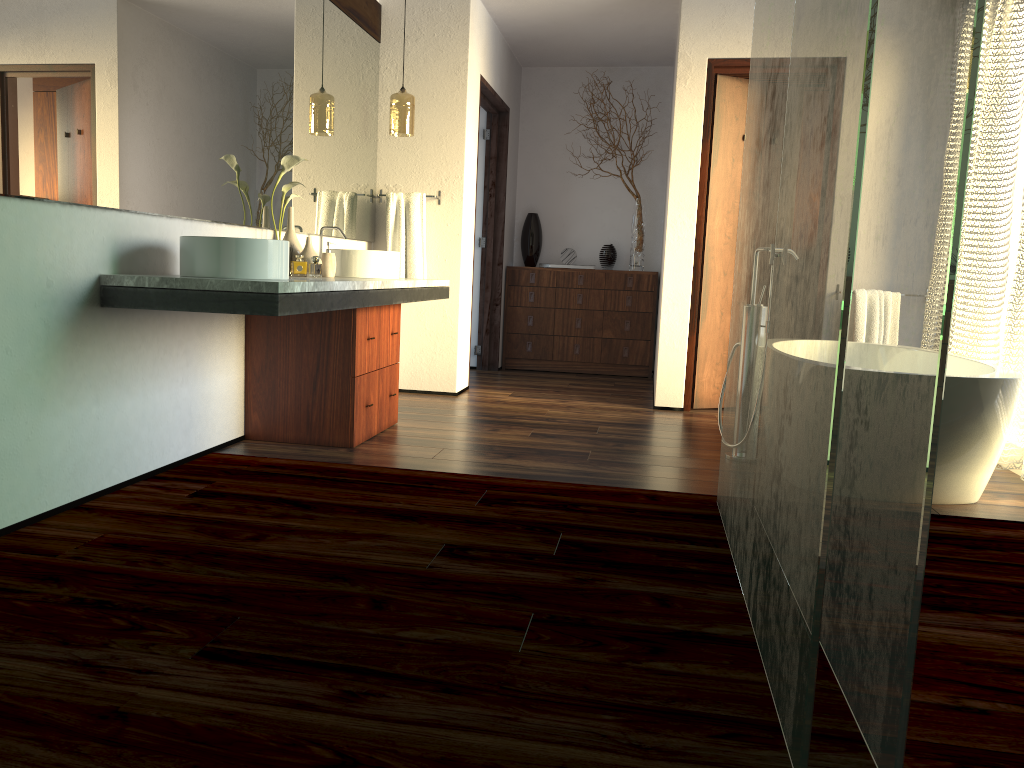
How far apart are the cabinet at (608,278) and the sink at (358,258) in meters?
2.6

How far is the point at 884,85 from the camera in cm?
166

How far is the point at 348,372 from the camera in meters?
3.6 m

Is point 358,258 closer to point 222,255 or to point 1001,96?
point 222,255

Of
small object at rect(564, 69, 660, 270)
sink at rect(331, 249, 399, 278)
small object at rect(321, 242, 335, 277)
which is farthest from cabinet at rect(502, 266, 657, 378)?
small object at rect(321, 242, 335, 277)

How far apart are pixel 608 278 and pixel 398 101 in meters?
2.4 m

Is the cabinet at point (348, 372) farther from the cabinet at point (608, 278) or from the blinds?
the cabinet at point (608, 278)

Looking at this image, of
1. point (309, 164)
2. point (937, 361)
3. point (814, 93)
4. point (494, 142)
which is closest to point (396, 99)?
point (309, 164)

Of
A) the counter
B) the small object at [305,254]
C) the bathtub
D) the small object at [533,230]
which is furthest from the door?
the small object at [305,254]

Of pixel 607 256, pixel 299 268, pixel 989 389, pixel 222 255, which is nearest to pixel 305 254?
pixel 299 268
